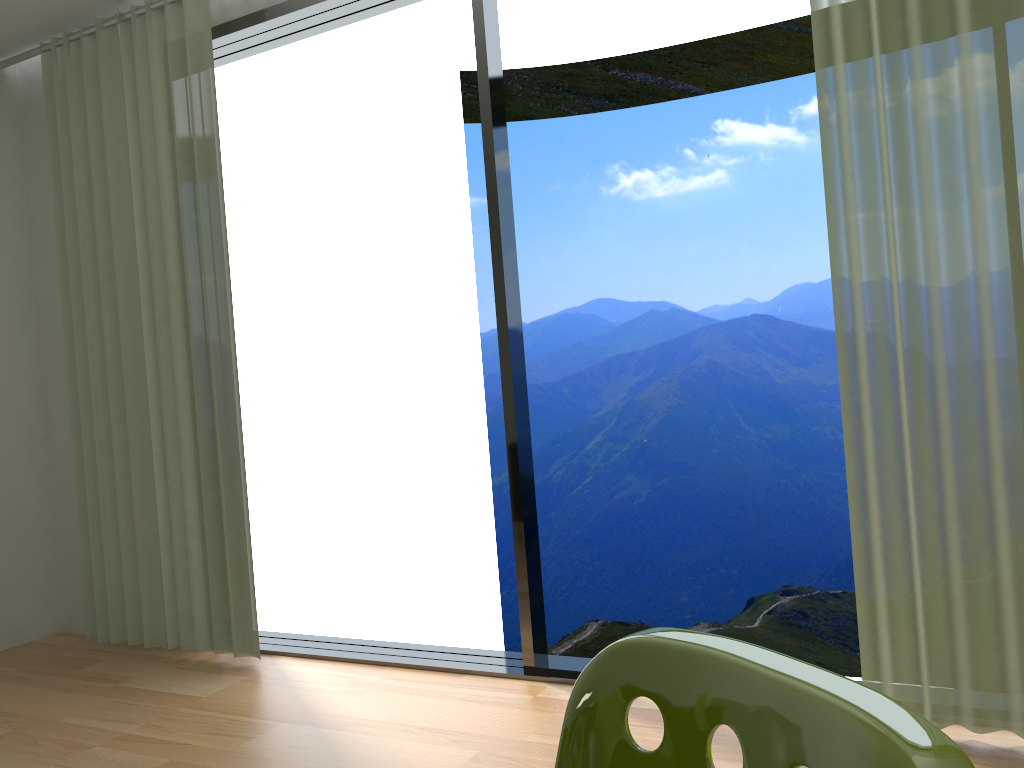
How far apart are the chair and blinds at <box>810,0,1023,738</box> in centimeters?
168cm

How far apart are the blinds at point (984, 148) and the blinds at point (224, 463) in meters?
2.2

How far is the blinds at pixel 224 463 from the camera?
3.37m

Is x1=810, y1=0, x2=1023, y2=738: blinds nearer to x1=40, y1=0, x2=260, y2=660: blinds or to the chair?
the chair

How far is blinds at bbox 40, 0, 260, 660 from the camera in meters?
3.4 m

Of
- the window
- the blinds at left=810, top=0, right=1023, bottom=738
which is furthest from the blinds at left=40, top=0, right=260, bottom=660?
the blinds at left=810, top=0, right=1023, bottom=738

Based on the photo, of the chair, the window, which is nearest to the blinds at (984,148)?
the window

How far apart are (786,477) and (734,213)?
2.62m

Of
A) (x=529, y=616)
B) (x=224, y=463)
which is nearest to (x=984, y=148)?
(x=529, y=616)

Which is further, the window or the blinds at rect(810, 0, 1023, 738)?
the window
